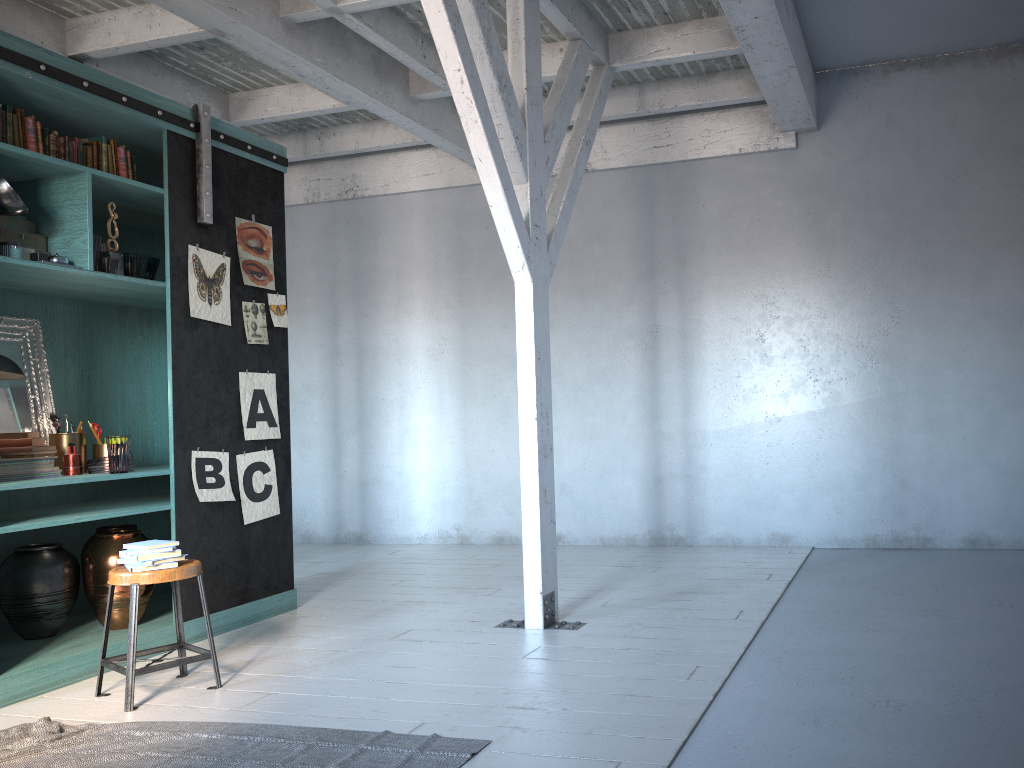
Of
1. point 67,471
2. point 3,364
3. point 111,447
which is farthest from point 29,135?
point 67,471

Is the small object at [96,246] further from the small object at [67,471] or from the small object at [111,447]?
the small object at [67,471]

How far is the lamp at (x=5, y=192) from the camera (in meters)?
4.80

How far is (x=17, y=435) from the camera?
5.25m

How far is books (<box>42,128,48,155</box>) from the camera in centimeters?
521cm

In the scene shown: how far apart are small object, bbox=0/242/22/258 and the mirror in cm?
87

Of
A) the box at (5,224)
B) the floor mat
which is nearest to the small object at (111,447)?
the box at (5,224)

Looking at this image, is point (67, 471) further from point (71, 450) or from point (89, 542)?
point (89, 542)

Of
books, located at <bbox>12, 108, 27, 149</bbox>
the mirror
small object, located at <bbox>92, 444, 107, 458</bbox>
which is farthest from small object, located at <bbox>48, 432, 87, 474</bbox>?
books, located at <bbox>12, 108, 27, 149</bbox>

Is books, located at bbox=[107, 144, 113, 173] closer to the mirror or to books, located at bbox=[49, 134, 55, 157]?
books, located at bbox=[49, 134, 55, 157]
